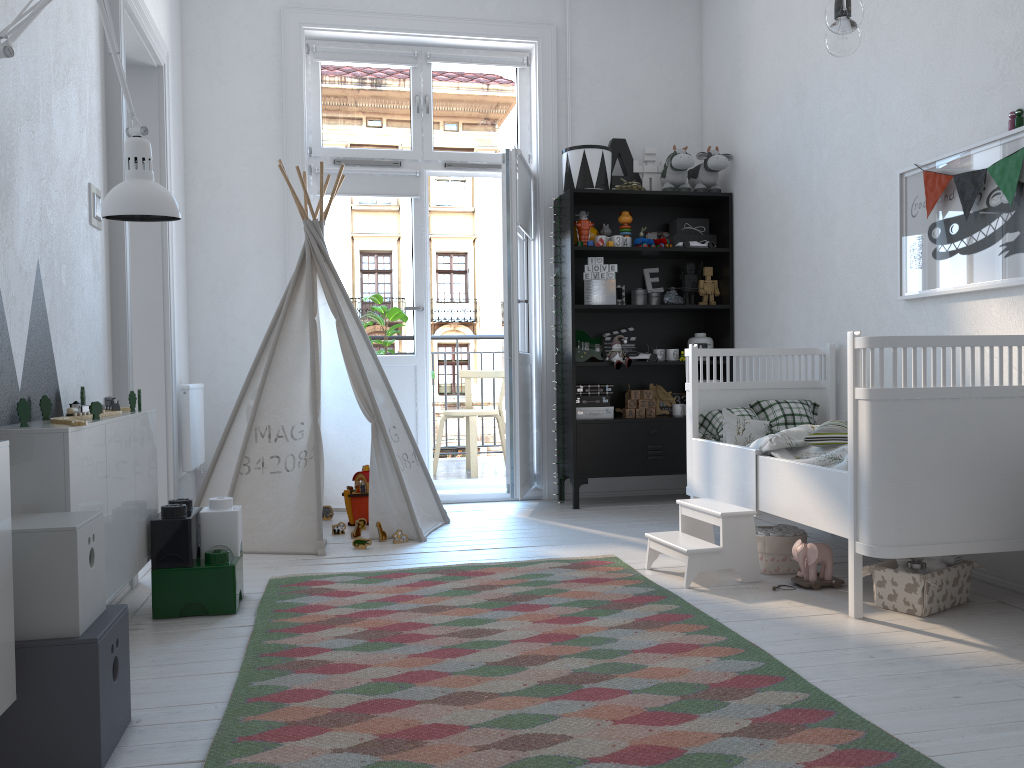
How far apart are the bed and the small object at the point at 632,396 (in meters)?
0.97

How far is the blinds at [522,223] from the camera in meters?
4.7

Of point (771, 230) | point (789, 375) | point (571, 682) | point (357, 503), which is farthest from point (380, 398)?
point (571, 682)

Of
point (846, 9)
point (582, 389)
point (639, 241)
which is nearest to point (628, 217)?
point (639, 241)

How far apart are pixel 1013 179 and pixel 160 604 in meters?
2.9

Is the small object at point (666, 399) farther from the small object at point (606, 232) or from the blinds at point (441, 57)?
the blinds at point (441, 57)

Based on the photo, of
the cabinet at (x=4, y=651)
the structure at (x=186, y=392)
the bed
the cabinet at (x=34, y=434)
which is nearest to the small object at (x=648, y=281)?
the bed

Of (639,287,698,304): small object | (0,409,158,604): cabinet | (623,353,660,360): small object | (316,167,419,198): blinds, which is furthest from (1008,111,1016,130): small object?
(316,167,419,198): blinds

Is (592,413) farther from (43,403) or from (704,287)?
(43,403)

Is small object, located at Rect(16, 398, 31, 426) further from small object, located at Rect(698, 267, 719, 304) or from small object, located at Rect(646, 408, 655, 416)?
small object, located at Rect(698, 267, 719, 304)
